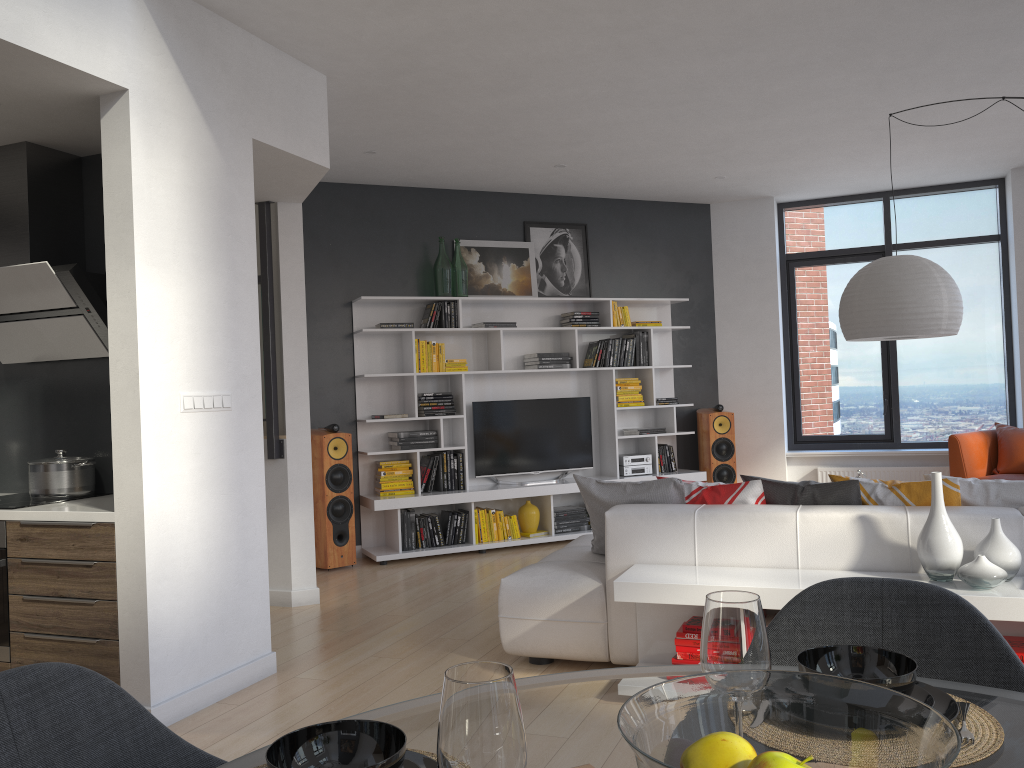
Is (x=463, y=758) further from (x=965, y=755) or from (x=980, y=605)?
(x=980, y=605)

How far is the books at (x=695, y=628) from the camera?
3.51m

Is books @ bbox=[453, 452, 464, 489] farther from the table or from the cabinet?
the table

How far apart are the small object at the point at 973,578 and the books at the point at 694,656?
0.9 meters

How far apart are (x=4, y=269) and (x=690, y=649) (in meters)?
3.41

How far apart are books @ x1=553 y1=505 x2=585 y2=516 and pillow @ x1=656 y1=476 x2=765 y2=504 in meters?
3.3 m

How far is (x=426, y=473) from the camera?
7.03m

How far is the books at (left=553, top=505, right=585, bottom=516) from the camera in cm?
740

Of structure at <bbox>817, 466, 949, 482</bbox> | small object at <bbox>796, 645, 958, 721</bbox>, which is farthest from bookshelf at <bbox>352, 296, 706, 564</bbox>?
small object at <bbox>796, 645, 958, 721</bbox>

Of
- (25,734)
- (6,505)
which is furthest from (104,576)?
(25,734)
